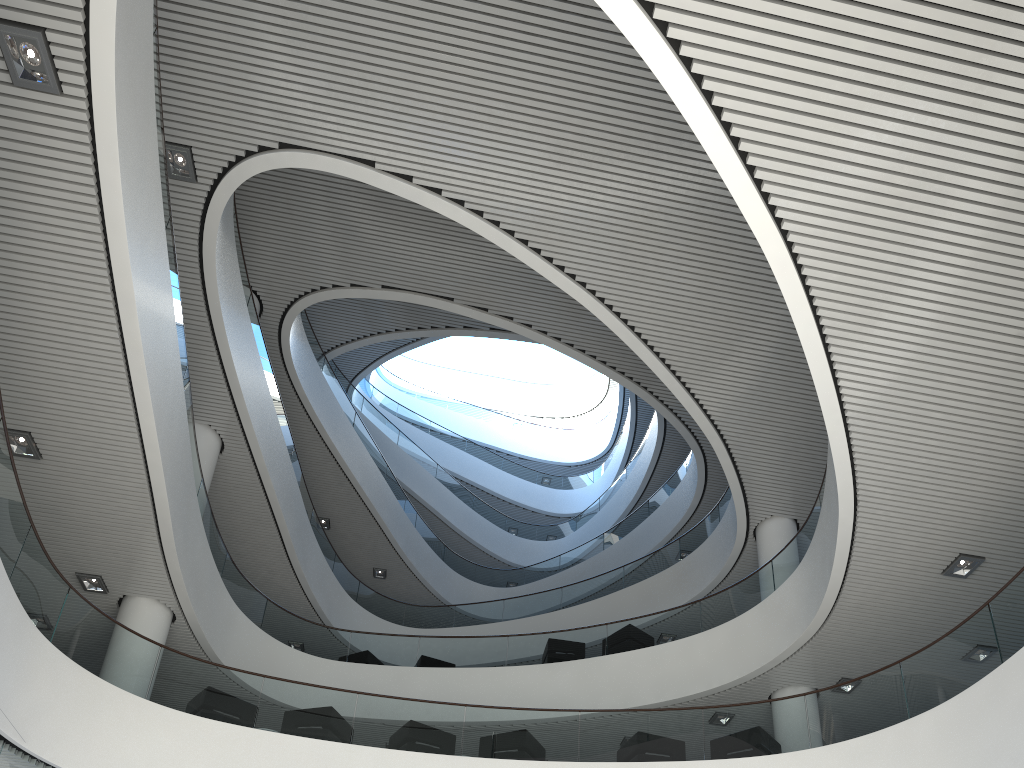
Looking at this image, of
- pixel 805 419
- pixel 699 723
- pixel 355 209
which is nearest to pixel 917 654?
pixel 699 723

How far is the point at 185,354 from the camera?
6.87m
